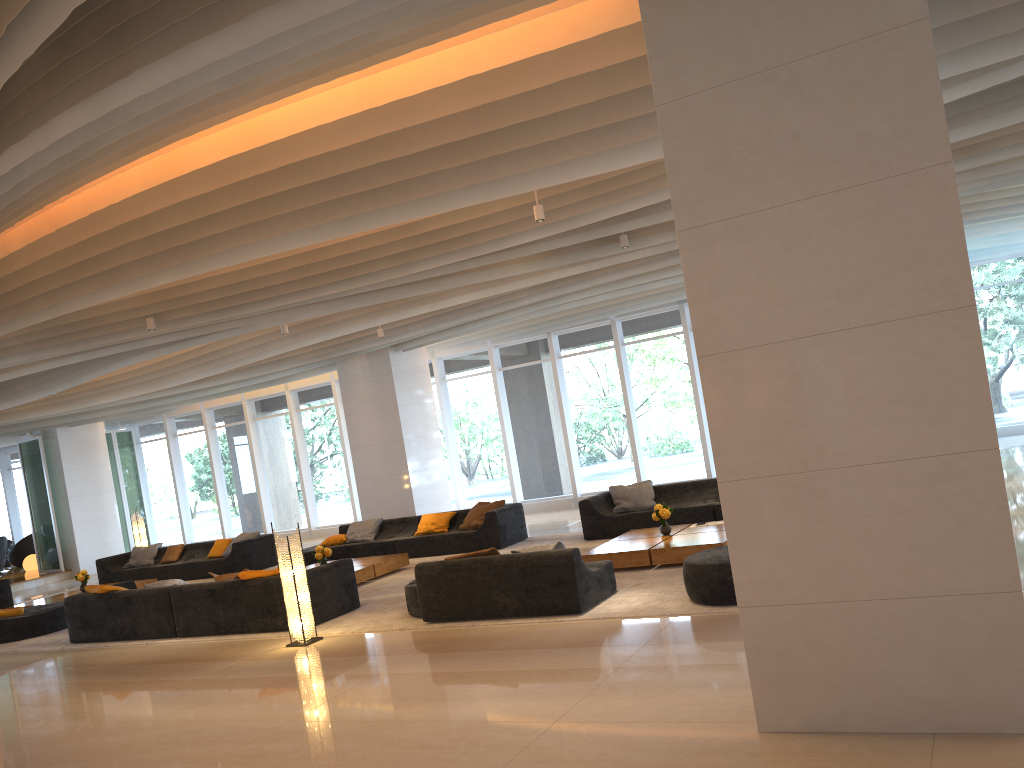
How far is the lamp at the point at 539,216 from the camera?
7.9m

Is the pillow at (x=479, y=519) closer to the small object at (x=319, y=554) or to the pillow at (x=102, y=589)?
the small object at (x=319, y=554)

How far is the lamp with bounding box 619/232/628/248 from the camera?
9.87m

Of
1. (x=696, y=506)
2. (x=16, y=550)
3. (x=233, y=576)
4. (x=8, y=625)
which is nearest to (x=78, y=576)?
(x=8, y=625)

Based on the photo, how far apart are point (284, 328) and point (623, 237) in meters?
5.0 m

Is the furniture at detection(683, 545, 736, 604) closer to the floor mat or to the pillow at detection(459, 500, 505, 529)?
the floor mat

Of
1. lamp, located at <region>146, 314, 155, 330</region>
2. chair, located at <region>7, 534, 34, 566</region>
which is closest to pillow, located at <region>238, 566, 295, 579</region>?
lamp, located at <region>146, 314, 155, 330</region>

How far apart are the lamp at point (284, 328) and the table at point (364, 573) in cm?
335

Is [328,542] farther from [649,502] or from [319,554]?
[649,502]

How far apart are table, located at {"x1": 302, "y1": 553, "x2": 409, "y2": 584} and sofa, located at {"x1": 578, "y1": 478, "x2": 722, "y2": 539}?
2.6m
